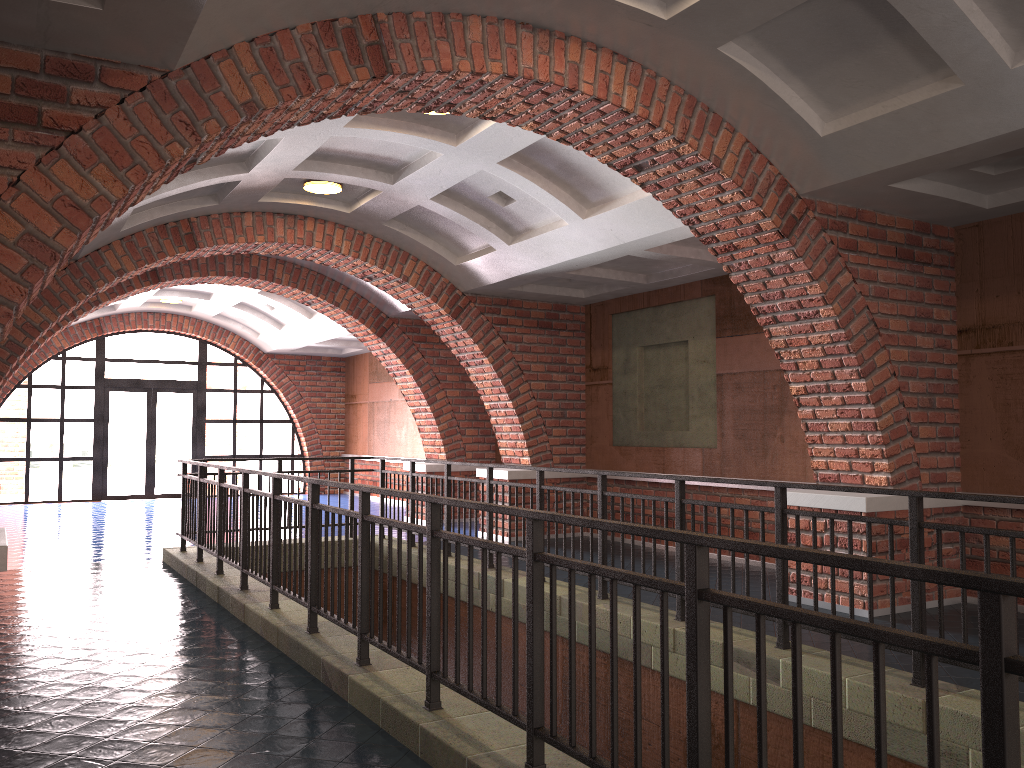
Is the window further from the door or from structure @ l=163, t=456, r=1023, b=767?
structure @ l=163, t=456, r=1023, b=767

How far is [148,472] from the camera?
17.8m

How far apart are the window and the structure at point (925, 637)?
9.25m

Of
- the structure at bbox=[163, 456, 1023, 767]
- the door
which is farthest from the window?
the structure at bbox=[163, 456, 1023, 767]

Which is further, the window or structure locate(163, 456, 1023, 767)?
the window

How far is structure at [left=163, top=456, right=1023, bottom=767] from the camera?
1.9 meters

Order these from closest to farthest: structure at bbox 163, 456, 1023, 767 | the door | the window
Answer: structure at bbox 163, 456, 1023, 767 → the window → the door

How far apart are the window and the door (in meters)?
0.11

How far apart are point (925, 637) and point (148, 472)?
17.9 meters

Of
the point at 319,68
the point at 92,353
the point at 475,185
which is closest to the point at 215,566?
the point at 475,185
